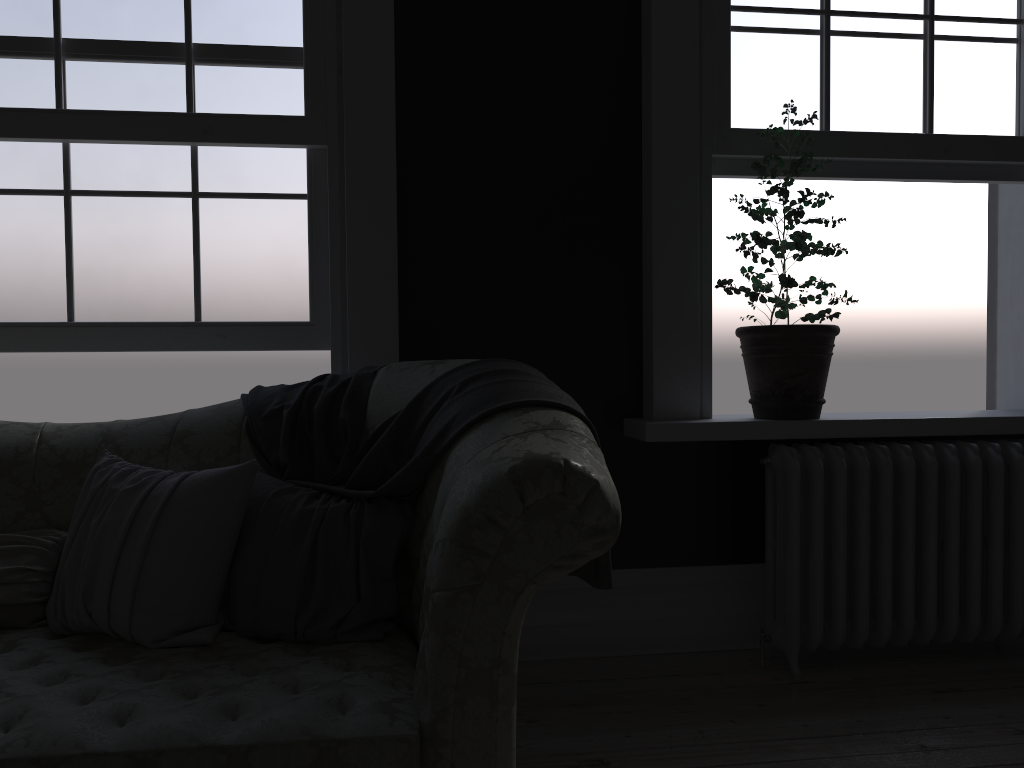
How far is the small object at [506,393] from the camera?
2.1m

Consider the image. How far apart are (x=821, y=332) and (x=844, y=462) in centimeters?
47cm

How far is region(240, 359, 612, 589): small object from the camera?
2.1m

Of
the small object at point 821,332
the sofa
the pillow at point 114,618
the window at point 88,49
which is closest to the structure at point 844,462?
the small object at point 821,332

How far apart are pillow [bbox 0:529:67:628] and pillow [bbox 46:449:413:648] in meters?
0.0

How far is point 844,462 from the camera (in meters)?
3.13

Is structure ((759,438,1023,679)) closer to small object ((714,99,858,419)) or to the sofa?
small object ((714,99,858,419))

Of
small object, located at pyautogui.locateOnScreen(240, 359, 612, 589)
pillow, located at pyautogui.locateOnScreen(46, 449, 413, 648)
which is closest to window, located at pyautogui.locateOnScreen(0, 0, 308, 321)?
small object, located at pyautogui.locateOnScreen(240, 359, 612, 589)

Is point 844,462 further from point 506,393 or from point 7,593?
point 7,593

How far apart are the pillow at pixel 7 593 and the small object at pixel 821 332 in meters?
2.3 m
